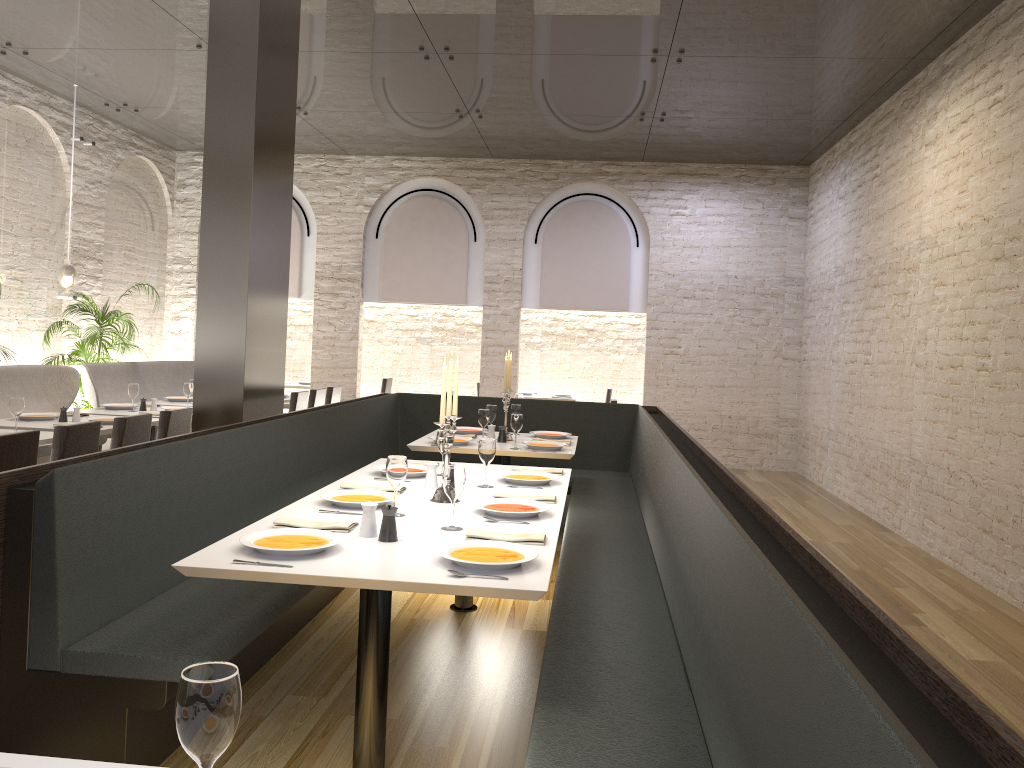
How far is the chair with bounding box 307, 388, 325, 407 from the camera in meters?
9.0 m

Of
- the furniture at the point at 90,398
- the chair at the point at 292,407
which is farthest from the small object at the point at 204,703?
the furniture at the point at 90,398

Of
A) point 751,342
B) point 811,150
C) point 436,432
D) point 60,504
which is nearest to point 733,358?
point 751,342

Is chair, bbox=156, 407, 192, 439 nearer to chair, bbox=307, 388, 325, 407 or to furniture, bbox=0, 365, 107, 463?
furniture, bbox=0, 365, 107, 463

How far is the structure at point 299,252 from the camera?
11.8 meters

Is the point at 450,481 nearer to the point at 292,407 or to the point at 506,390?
the point at 506,390

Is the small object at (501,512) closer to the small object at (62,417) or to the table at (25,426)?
the table at (25,426)

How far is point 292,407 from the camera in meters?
8.5 m

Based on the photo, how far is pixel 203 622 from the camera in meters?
3.1 m

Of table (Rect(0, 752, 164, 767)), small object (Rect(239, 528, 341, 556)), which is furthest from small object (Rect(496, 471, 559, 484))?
table (Rect(0, 752, 164, 767))
